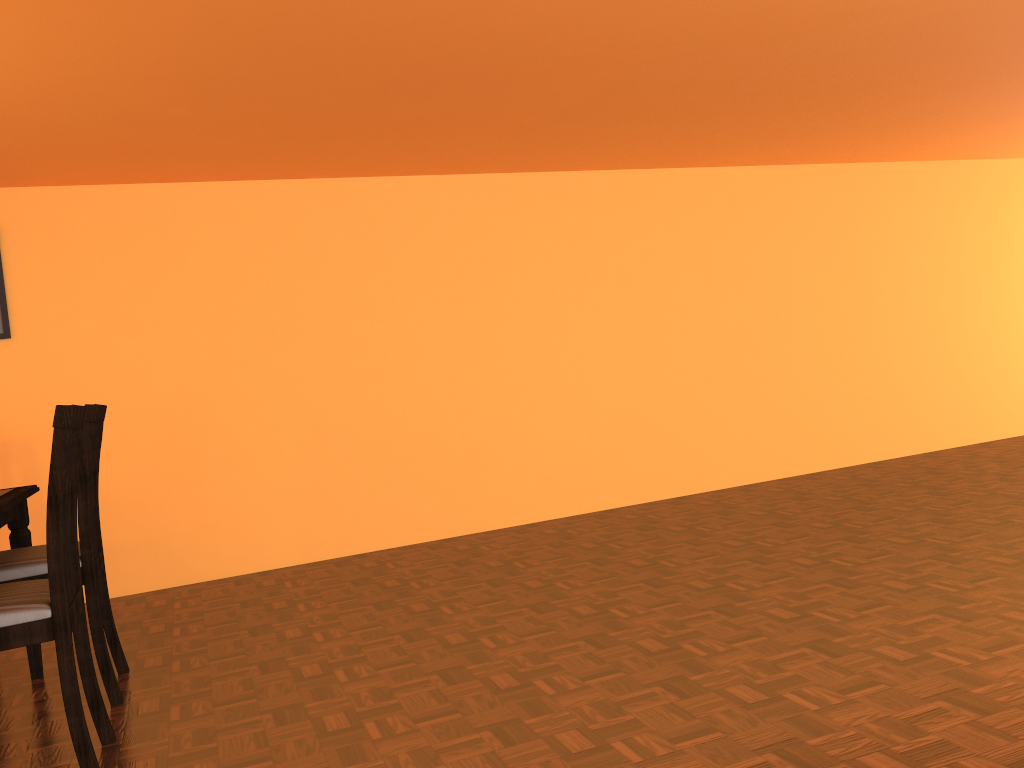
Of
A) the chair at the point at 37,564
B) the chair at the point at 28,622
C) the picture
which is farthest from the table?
the picture

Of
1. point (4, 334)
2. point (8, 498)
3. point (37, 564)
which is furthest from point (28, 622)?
point (4, 334)

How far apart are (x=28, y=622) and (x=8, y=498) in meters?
0.7

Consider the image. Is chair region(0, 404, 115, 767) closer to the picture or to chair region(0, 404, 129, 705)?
chair region(0, 404, 129, 705)

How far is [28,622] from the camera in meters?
1.8 m

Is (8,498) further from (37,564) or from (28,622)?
(28,622)

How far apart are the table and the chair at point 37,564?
0.08m

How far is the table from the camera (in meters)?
2.34

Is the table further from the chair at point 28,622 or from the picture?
the picture

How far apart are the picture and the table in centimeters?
116cm
